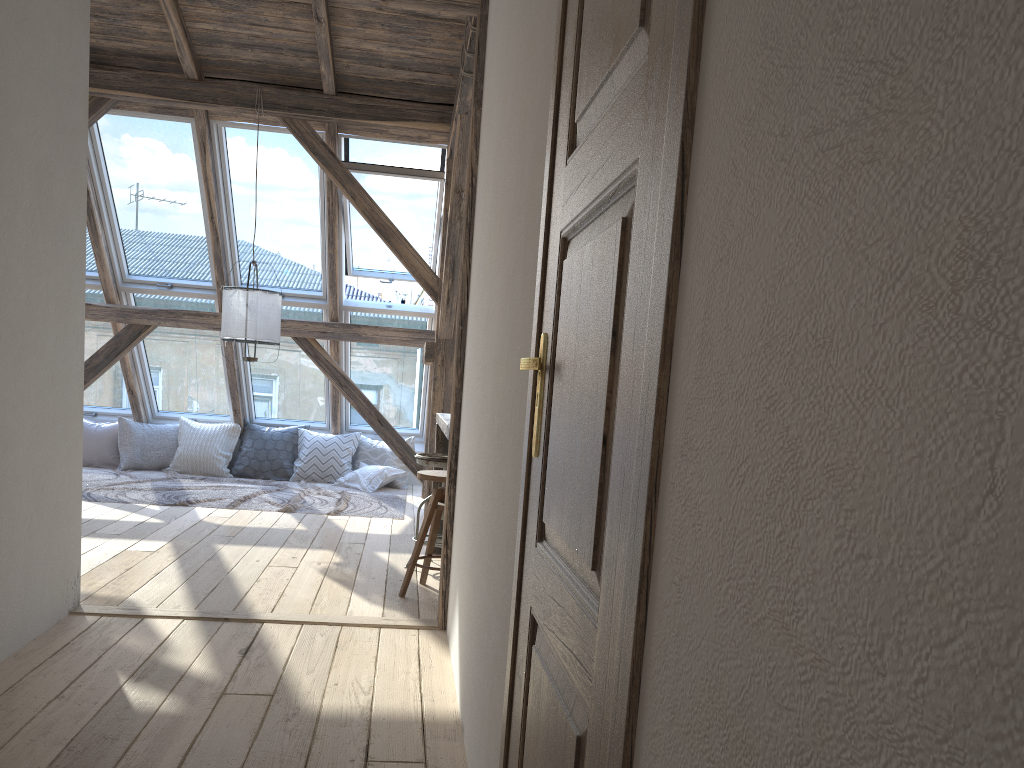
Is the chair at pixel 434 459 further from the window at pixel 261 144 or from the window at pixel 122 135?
the window at pixel 122 135

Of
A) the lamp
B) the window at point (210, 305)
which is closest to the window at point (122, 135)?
the window at point (210, 305)

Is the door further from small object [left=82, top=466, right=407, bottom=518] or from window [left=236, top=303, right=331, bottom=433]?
window [left=236, top=303, right=331, bottom=433]

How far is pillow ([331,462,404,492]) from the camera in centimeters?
793cm

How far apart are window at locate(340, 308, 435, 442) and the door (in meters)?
6.43

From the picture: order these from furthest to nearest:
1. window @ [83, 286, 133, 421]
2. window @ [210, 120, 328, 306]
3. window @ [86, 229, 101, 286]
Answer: window @ [83, 286, 133, 421]
window @ [86, 229, 101, 286]
window @ [210, 120, 328, 306]

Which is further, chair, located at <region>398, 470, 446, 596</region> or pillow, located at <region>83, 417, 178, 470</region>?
pillow, located at <region>83, 417, 178, 470</region>

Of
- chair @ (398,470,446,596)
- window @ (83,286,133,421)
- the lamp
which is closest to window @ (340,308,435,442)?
the lamp

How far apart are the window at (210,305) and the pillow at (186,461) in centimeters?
18cm

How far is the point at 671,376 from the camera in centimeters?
77cm
